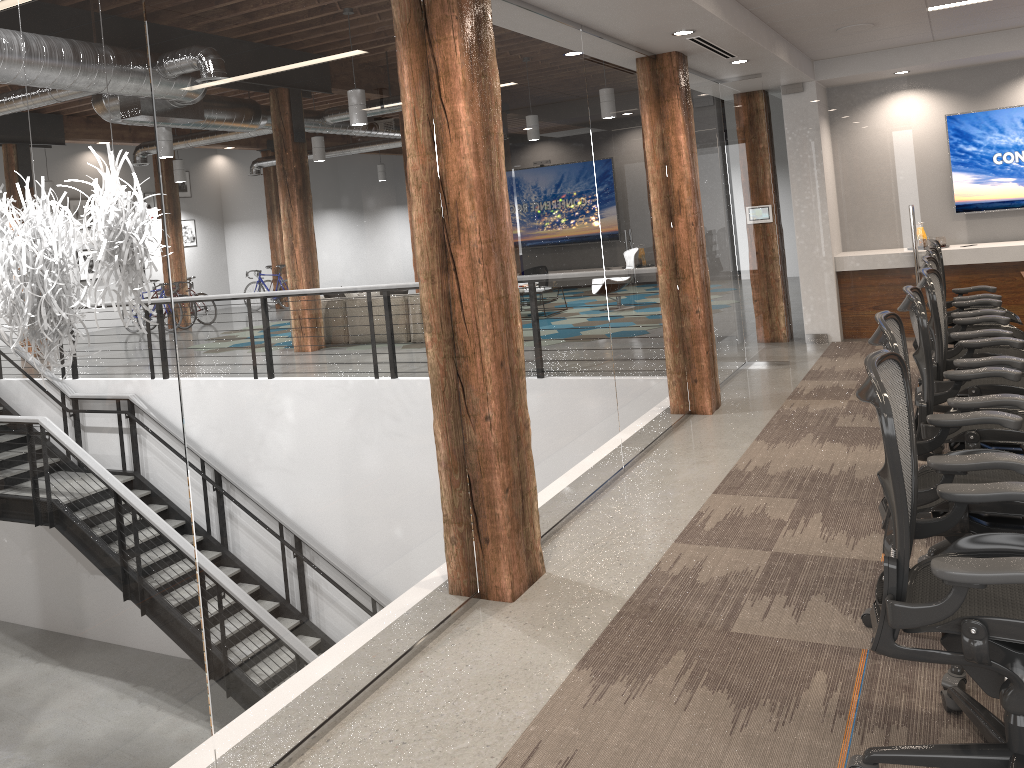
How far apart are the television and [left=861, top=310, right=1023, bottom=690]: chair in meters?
6.4 m

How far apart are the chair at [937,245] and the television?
2.4 meters

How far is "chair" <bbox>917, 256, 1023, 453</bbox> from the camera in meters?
4.7

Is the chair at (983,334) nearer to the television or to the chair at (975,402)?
the chair at (975,402)

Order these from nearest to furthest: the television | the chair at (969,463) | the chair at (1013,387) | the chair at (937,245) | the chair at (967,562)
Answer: the chair at (967,562)
the chair at (969,463)
the chair at (1013,387)
the chair at (937,245)
the television

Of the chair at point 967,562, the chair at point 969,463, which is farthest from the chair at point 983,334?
the chair at point 967,562

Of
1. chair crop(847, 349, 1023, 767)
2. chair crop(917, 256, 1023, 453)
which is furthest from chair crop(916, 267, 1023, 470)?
chair crop(847, 349, 1023, 767)

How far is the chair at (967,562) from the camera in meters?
2.0

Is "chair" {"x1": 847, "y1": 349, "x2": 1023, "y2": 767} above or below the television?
below

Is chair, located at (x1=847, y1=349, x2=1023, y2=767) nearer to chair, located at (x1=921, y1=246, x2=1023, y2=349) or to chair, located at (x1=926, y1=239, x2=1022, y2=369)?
chair, located at (x1=921, y1=246, x2=1023, y2=349)
